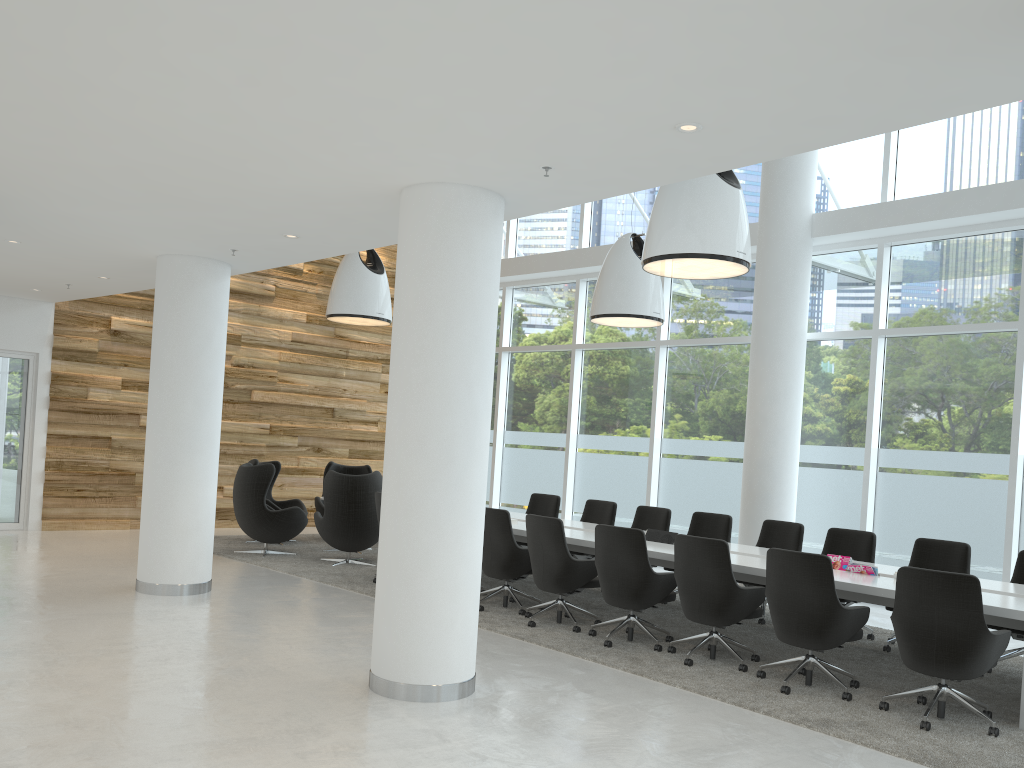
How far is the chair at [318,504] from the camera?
12.7 meters

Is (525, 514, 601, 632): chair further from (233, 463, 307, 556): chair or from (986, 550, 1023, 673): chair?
(233, 463, 307, 556): chair

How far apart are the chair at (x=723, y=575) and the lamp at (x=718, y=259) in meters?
2.1

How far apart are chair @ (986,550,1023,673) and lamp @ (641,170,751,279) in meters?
3.3

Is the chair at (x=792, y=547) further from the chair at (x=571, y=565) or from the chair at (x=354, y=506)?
the chair at (x=354, y=506)

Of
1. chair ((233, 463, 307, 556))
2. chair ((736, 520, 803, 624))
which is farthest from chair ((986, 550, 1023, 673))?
chair ((233, 463, 307, 556))

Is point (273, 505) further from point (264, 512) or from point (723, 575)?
point (723, 575)

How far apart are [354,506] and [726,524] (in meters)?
4.23

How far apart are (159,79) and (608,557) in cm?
470

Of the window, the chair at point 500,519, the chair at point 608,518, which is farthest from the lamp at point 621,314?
the chair at point 500,519
